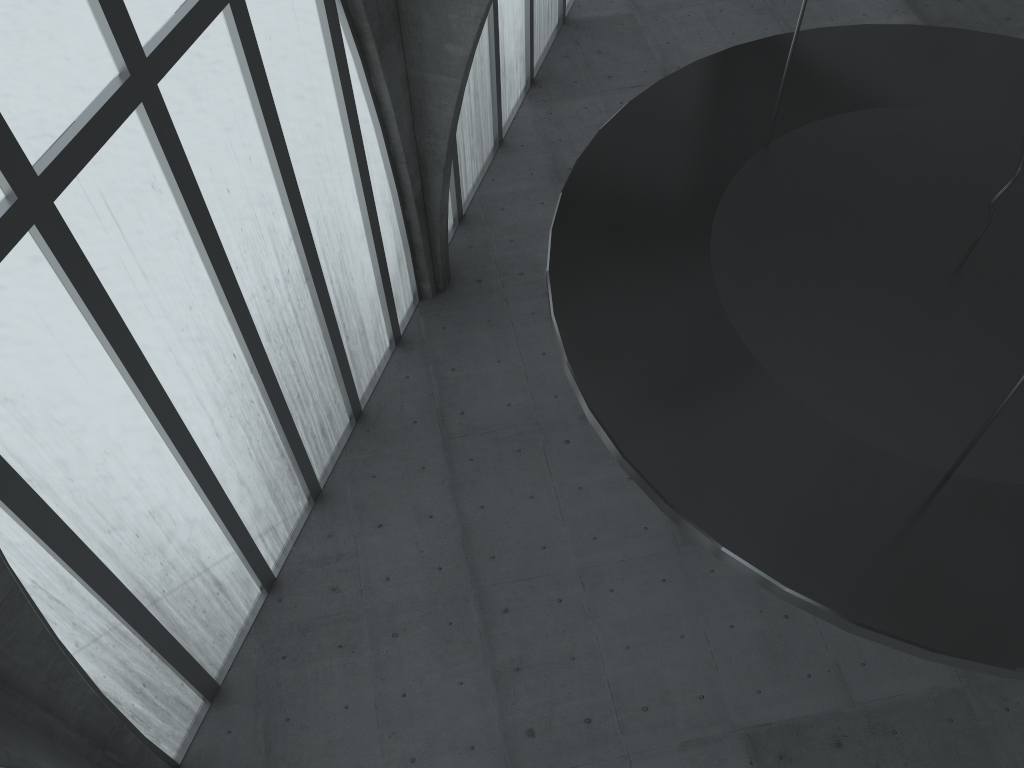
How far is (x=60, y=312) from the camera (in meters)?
14.91
